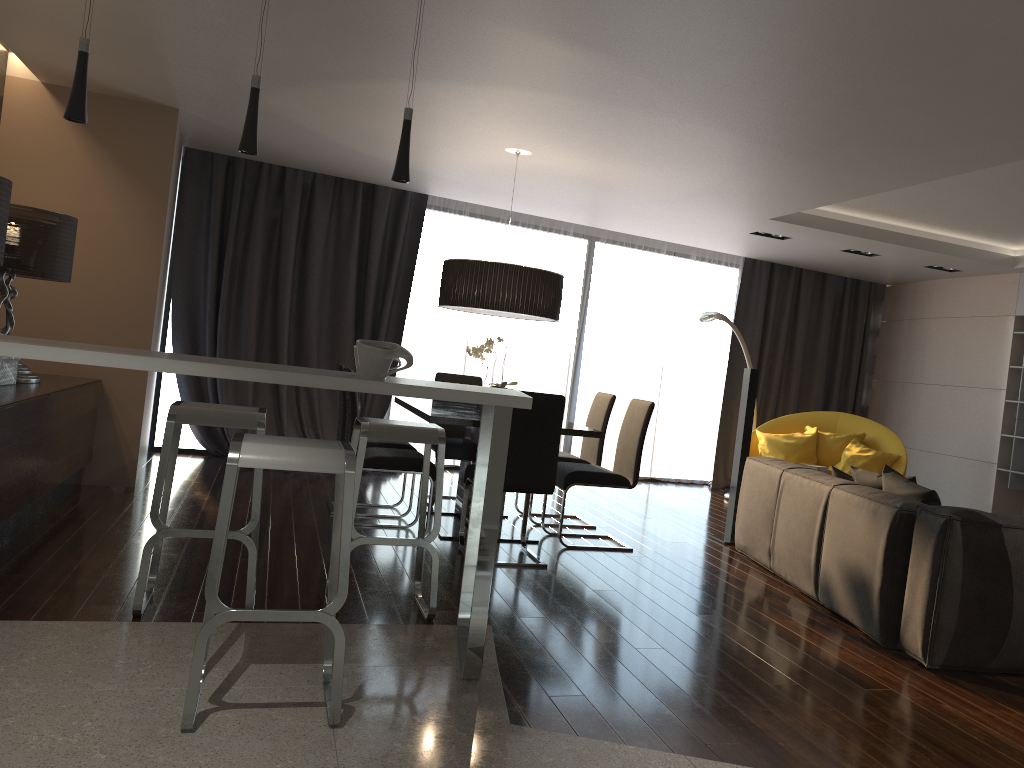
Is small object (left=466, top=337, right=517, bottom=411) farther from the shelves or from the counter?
the shelves

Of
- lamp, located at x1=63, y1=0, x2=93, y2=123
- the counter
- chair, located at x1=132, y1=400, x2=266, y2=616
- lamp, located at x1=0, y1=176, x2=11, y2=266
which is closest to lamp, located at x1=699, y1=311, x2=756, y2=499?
the counter

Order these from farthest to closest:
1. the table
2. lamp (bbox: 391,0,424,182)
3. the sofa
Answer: the table, the sofa, lamp (bbox: 391,0,424,182)

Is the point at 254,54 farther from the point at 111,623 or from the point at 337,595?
the point at 337,595

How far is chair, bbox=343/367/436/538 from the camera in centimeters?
515cm

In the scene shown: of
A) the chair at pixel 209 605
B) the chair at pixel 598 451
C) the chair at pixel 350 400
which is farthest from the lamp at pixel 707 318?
the chair at pixel 209 605

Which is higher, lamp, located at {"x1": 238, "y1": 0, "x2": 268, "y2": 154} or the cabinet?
lamp, located at {"x1": 238, "y1": 0, "x2": 268, "y2": 154}

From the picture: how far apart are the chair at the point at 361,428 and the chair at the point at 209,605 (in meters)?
0.63

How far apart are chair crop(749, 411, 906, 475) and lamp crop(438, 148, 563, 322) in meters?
3.0

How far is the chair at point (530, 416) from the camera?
4.82m
